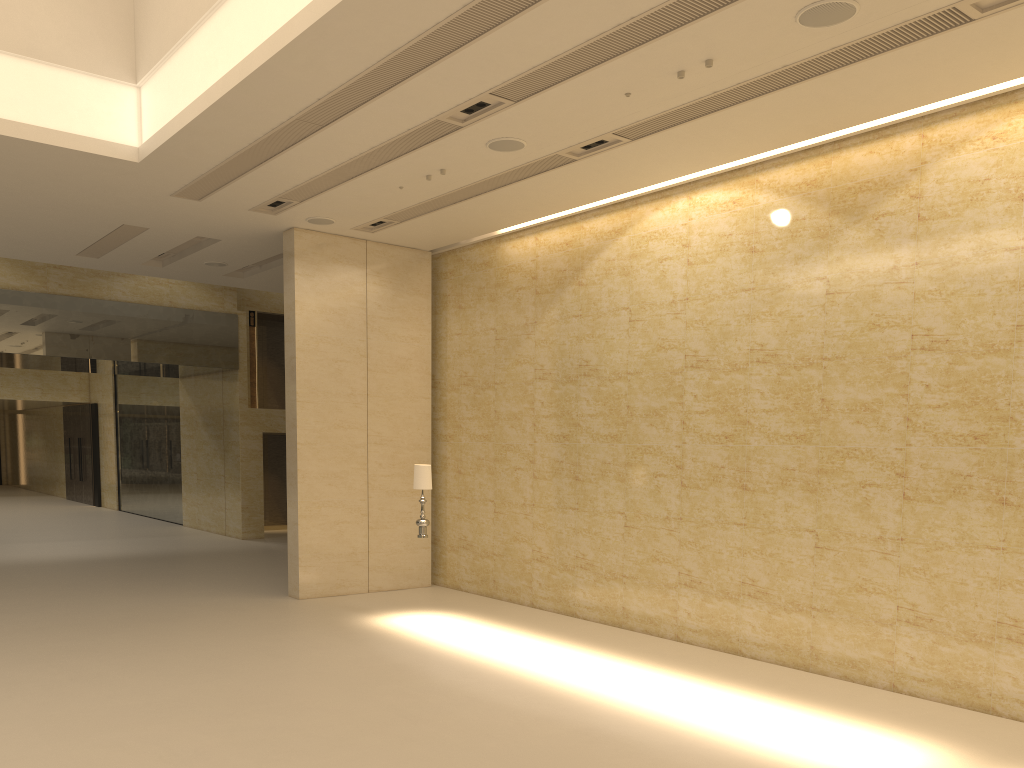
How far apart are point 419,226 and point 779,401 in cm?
643

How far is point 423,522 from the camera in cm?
1199

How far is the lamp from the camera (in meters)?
11.99

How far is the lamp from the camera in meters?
12.0 m
